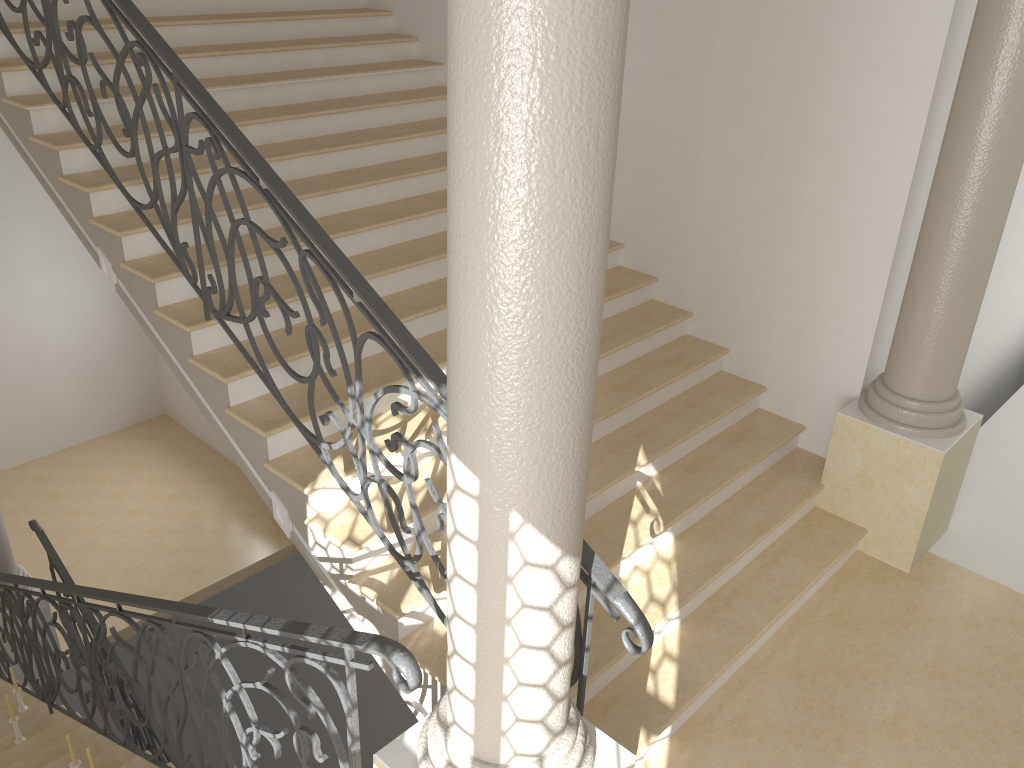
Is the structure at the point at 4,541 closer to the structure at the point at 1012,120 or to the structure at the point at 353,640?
the structure at the point at 353,640

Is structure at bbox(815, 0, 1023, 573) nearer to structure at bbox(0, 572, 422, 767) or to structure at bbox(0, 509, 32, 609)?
structure at bbox(0, 572, 422, 767)

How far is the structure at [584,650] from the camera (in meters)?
3.03

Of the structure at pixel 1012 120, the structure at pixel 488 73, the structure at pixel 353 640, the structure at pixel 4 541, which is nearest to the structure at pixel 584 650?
the structure at pixel 488 73

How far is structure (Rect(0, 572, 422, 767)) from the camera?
2.50m

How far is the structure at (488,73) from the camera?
1.7 meters

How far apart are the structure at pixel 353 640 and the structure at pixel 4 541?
1.36m

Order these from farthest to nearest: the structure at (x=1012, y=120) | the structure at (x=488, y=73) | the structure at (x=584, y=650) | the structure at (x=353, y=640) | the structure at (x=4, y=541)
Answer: the structure at (x=4, y=541) → the structure at (x=1012, y=120) → the structure at (x=584, y=650) → the structure at (x=353, y=640) → the structure at (x=488, y=73)

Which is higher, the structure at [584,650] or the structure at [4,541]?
the structure at [584,650]

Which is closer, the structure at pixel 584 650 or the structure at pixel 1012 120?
the structure at pixel 584 650
